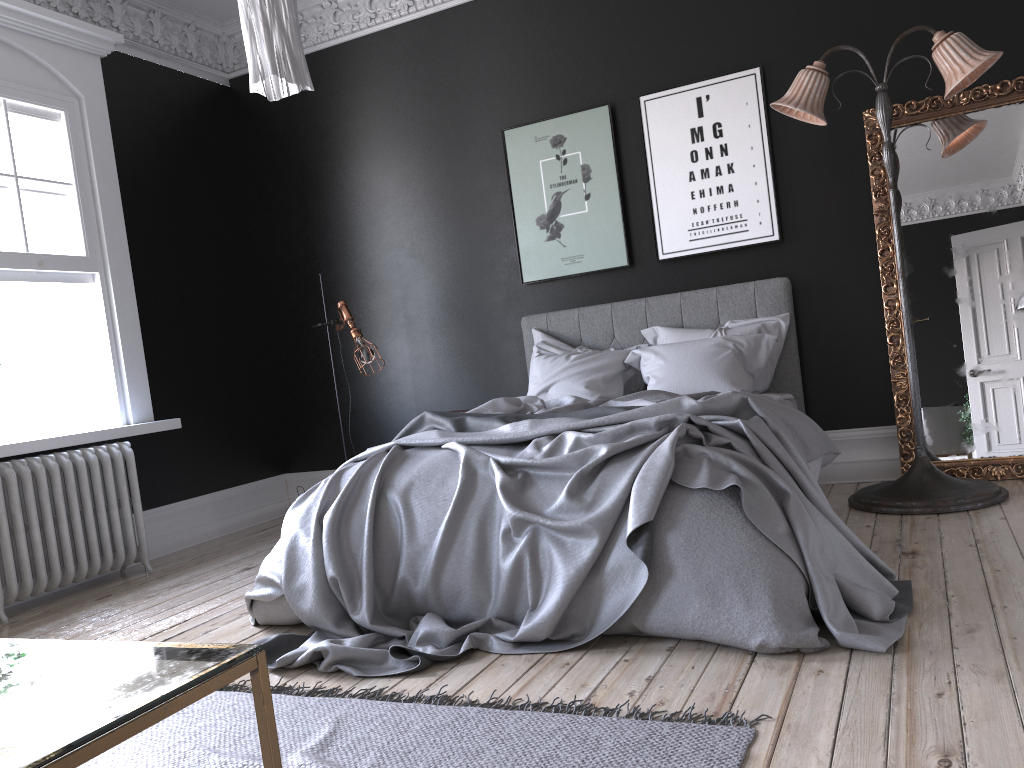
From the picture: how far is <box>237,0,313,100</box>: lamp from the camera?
2.5m

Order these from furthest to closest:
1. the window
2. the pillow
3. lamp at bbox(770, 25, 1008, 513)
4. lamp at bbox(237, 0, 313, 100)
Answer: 1. the window
2. the pillow
3. lamp at bbox(770, 25, 1008, 513)
4. lamp at bbox(237, 0, 313, 100)

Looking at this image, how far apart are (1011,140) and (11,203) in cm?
571

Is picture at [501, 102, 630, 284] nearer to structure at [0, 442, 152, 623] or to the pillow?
the pillow

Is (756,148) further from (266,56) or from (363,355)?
(266,56)

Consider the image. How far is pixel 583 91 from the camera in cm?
594

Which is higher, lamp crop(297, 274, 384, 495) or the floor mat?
lamp crop(297, 274, 384, 495)

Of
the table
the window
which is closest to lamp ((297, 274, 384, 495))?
the window

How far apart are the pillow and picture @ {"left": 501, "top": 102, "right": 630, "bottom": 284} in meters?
0.4

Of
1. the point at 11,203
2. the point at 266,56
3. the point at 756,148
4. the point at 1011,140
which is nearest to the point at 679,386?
the point at 756,148
